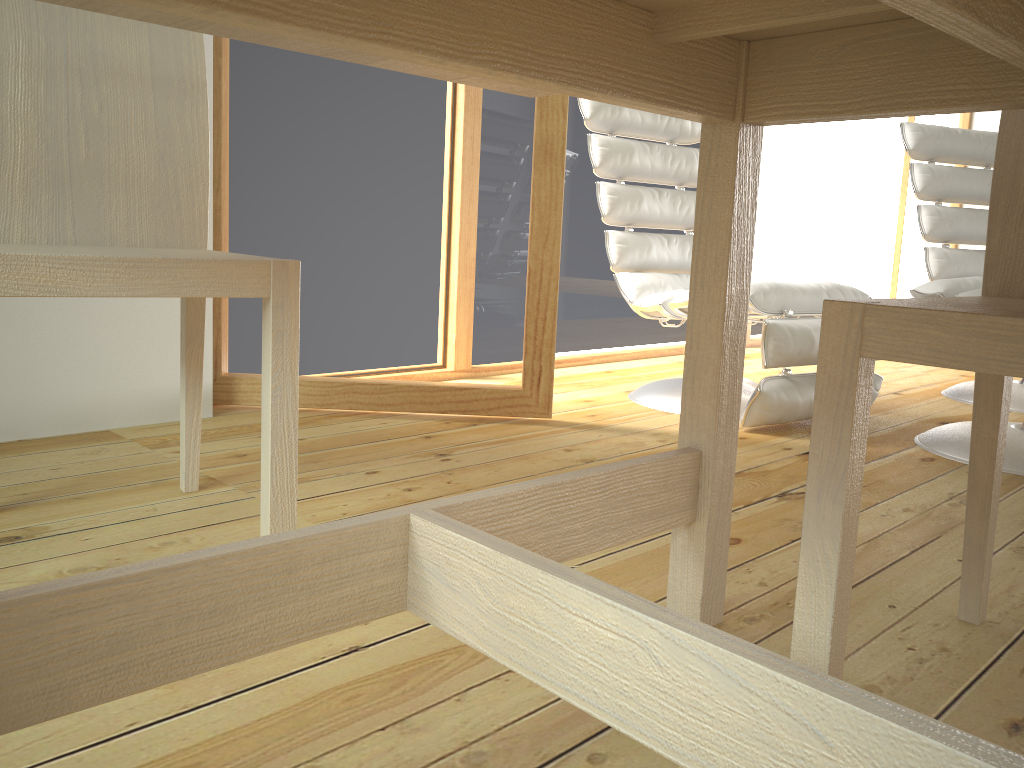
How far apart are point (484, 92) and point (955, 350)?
1.7 meters

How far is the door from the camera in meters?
2.2

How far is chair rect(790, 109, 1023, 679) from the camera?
0.8 meters

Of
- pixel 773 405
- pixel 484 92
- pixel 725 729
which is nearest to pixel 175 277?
pixel 725 729

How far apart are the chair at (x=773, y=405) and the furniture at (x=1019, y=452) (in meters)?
0.25

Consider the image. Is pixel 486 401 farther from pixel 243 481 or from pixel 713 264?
pixel 713 264

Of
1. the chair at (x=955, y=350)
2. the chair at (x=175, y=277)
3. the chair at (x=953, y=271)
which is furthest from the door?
the chair at (x=953, y=271)

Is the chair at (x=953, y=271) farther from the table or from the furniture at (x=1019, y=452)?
the table

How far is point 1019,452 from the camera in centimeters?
208cm

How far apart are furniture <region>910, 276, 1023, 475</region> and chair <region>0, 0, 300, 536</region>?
1.6 meters
